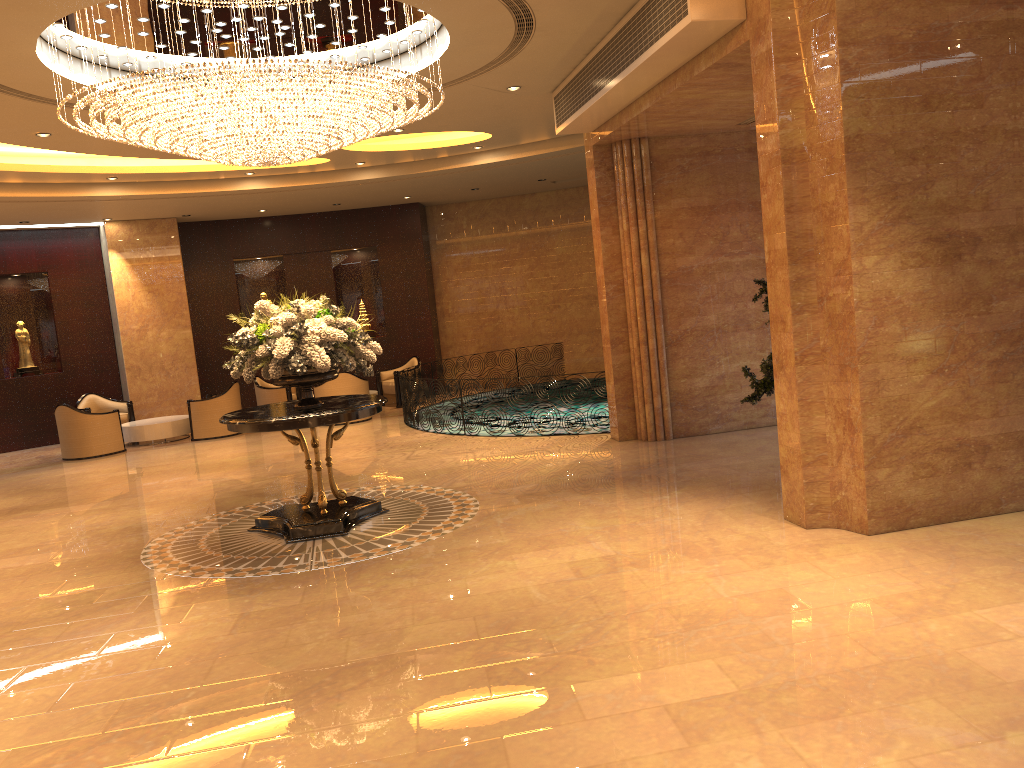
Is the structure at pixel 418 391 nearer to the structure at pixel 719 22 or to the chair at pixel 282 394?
the chair at pixel 282 394

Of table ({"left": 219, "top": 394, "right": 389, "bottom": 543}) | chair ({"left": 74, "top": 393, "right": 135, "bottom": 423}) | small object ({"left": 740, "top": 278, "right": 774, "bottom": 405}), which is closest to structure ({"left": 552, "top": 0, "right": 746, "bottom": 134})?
small object ({"left": 740, "top": 278, "right": 774, "bottom": 405})

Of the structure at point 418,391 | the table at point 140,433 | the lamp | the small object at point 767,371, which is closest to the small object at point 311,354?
the lamp

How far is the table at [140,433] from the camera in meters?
15.0

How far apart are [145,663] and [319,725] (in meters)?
1.57

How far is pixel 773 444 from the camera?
9.65m

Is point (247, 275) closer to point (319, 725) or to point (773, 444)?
point (773, 444)

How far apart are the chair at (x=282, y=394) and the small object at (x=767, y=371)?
10.0m

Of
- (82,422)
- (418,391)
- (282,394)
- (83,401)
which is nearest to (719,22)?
(418,391)

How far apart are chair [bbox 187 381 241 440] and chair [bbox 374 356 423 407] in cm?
295
